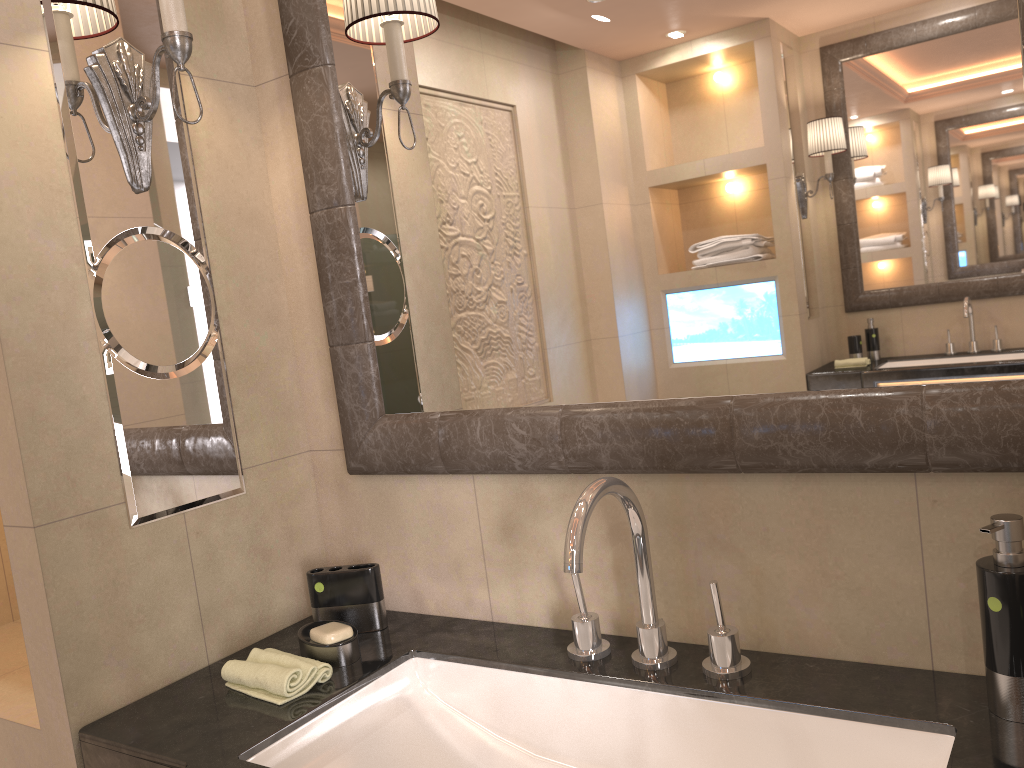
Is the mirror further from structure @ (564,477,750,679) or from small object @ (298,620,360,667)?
small object @ (298,620,360,667)

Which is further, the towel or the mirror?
the towel

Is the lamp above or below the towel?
above

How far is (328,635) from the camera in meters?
1.3

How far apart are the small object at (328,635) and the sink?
0.1 meters

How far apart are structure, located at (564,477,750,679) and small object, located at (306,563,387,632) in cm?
35

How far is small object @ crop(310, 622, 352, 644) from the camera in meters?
1.3

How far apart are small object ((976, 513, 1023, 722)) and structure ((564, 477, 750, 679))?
0.3 meters

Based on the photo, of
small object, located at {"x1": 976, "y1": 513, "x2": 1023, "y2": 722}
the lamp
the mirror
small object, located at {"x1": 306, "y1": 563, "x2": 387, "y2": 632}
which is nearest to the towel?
small object, located at {"x1": 306, "y1": 563, "x2": 387, "y2": 632}

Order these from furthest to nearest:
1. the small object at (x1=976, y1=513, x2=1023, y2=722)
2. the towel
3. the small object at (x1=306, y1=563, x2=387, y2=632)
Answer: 1. the small object at (x1=306, y1=563, x2=387, y2=632)
2. the towel
3. the small object at (x1=976, y1=513, x2=1023, y2=722)
